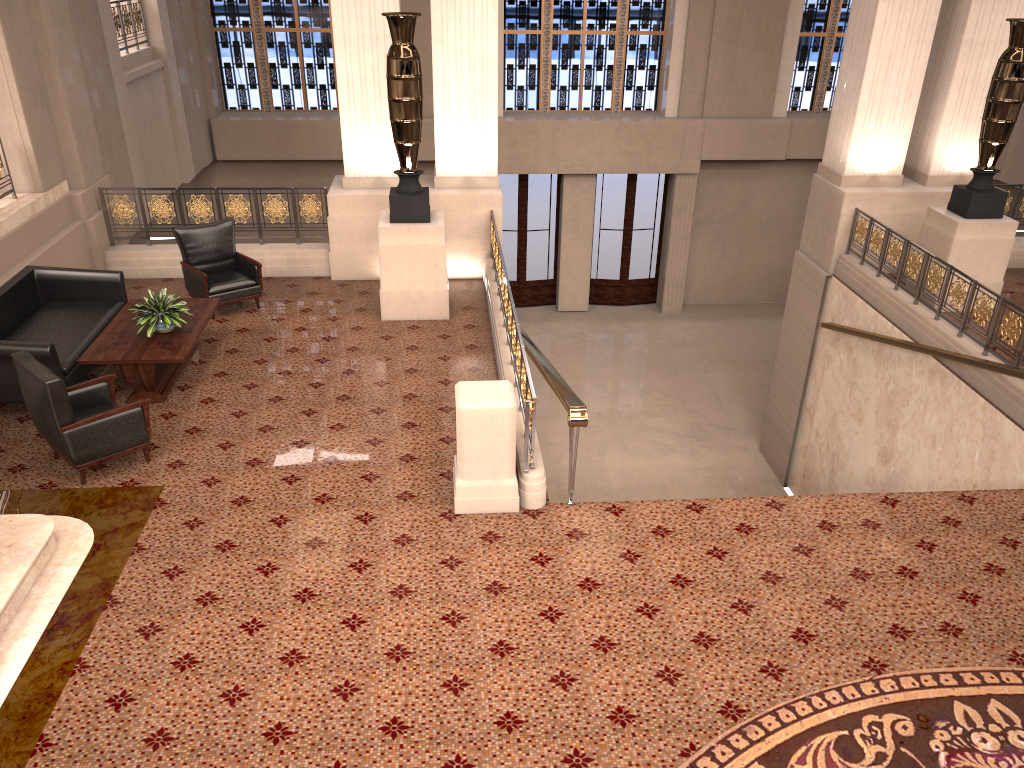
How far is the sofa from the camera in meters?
6.9

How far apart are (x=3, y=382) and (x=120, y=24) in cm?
772

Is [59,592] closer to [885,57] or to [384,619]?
[384,619]

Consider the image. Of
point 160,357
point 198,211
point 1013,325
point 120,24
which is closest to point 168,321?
point 160,357

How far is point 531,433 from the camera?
5.9m

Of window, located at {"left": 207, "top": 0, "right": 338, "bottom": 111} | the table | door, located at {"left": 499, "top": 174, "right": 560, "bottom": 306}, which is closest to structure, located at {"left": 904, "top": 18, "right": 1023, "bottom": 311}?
the table

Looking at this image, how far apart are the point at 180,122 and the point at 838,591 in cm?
1300

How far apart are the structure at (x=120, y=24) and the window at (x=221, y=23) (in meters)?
2.76

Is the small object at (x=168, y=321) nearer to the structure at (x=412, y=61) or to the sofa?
the sofa

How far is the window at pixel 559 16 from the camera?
16.50m
